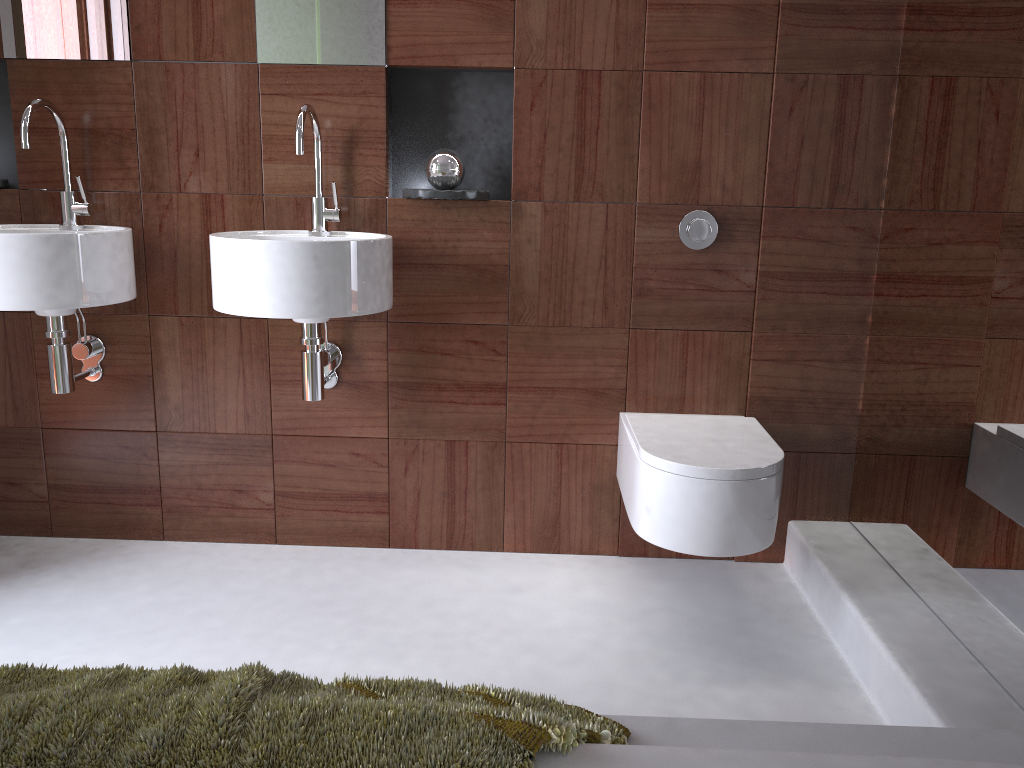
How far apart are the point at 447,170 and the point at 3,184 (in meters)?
1.16

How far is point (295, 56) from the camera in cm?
218

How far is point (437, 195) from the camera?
2.1 meters

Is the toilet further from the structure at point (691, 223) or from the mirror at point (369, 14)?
the mirror at point (369, 14)

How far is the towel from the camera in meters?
0.8

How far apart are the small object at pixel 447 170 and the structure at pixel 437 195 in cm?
6

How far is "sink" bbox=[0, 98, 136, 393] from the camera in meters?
1.9

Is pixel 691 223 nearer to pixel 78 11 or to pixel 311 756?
pixel 78 11

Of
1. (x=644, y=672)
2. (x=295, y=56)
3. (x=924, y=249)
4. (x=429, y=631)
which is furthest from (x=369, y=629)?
(x=924, y=249)

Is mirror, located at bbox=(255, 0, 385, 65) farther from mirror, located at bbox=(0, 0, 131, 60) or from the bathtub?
the bathtub
